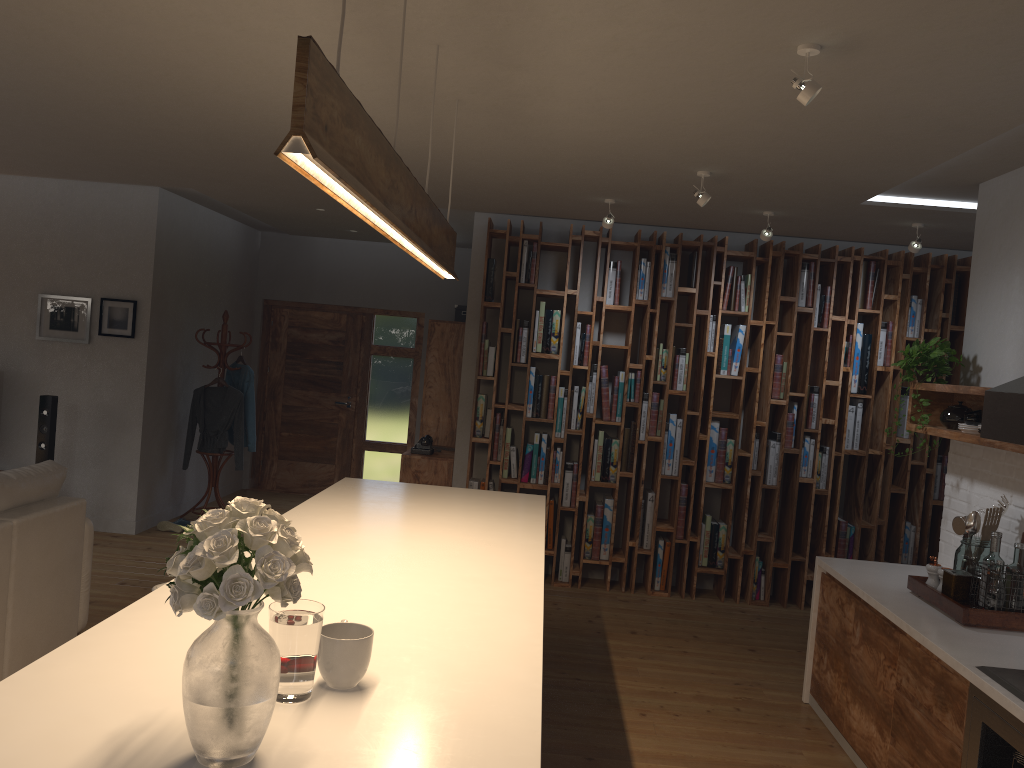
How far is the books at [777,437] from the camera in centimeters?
660cm

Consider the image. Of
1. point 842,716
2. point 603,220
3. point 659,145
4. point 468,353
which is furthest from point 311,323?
point 842,716

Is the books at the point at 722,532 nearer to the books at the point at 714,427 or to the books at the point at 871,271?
the books at the point at 714,427

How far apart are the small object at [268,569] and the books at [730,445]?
5.40m

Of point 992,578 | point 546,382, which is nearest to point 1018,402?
point 992,578

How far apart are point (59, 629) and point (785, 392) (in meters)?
4.96

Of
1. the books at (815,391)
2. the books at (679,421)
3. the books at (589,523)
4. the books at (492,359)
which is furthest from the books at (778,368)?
the books at (492,359)

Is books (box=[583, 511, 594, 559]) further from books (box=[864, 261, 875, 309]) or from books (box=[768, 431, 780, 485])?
books (box=[864, 261, 875, 309])

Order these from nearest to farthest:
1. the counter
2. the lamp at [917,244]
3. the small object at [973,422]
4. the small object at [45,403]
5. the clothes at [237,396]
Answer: the counter
the small object at [973,422]
the lamp at [917,244]
the small object at [45,403]
the clothes at [237,396]

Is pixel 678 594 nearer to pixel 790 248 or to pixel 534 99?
pixel 790 248
